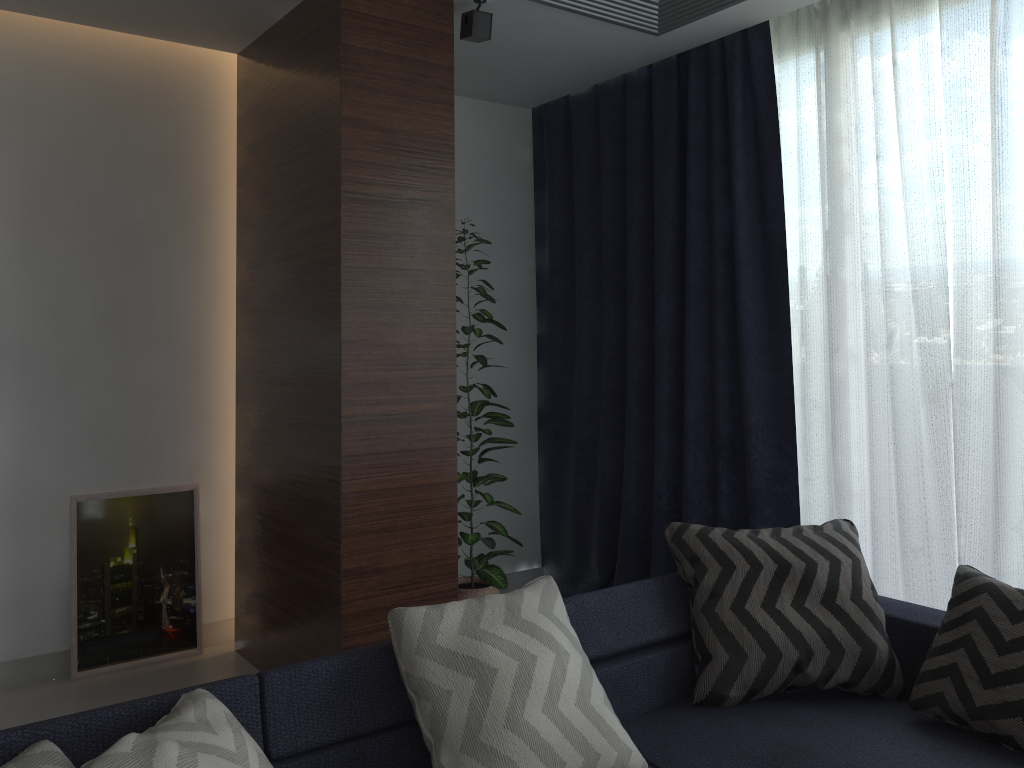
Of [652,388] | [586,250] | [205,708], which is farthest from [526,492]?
[205,708]

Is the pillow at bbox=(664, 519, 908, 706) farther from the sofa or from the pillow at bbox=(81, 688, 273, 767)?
the pillow at bbox=(81, 688, 273, 767)

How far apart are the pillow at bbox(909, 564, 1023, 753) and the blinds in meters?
0.6

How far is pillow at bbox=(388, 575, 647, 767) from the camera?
1.8m

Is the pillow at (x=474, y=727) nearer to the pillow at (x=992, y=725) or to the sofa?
the sofa

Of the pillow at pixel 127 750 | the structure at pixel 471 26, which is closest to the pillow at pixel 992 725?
the pillow at pixel 127 750

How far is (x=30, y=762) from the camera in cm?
147

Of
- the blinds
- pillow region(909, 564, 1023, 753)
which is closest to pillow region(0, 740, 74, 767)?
pillow region(909, 564, 1023, 753)

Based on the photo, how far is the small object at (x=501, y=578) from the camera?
3.7 meters

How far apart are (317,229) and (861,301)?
2.0m
